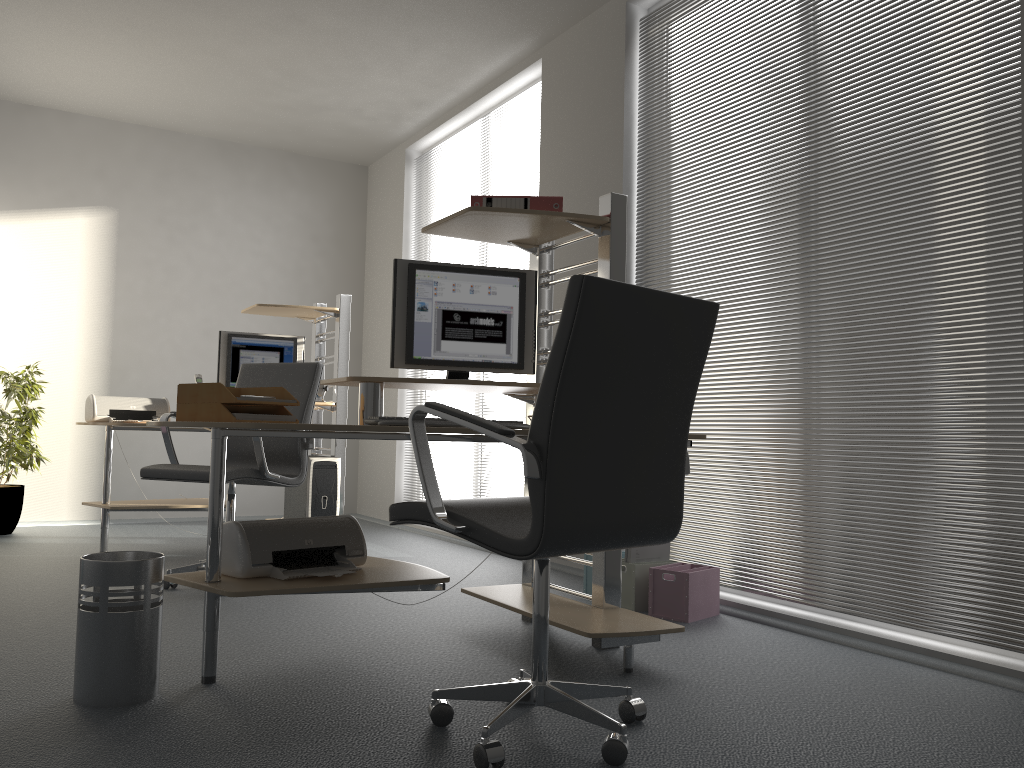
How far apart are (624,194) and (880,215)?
Answer: 1.50m

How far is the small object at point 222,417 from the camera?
2.6m

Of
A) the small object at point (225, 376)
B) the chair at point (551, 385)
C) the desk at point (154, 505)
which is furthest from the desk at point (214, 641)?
the small object at point (225, 376)

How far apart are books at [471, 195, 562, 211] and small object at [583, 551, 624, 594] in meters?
1.7

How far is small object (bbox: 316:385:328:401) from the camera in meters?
5.5 m

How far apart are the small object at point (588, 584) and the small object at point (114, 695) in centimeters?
202cm

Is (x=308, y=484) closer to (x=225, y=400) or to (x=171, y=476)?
(x=171, y=476)

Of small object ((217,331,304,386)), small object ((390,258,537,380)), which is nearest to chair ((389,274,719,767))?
small object ((390,258,537,380))

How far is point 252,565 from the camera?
2.6 meters

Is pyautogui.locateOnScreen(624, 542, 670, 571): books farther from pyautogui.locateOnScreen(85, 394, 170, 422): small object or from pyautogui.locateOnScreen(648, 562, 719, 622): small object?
pyautogui.locateOnScreen(85, 394, 170, 422): small object
